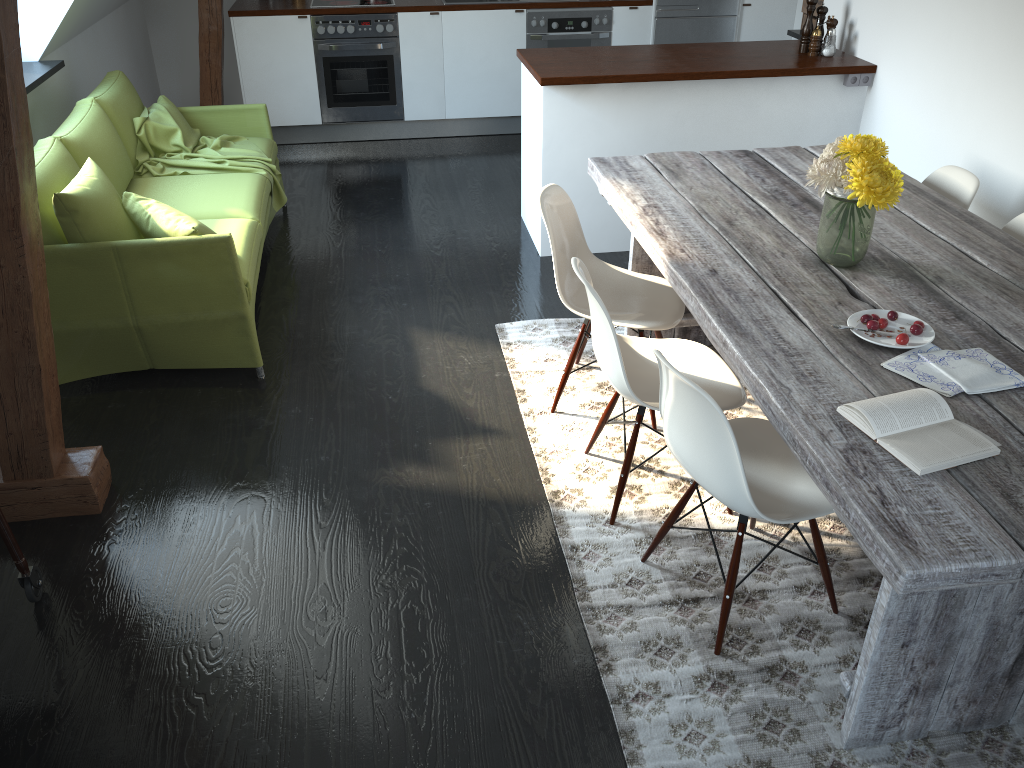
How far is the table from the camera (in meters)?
1.63

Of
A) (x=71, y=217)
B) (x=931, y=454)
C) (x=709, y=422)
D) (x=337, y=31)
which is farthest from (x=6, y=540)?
(x=337, y=31)

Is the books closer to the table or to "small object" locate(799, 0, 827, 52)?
the table

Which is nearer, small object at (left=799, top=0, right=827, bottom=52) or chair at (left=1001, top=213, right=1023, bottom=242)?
chair at (left=1001, top=213, right=1023, bottom=242)

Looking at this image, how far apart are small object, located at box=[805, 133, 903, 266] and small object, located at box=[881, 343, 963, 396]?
0.5 meters

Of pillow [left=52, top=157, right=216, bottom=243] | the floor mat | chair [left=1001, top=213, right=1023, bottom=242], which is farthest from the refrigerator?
pillow [left=52, top=157, right=216, bottom=243]

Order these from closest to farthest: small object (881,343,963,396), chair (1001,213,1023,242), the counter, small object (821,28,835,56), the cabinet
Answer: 1. small object (881,343,963,396)
2. chair (1001,213,1023,242)
3. the counter
4. the cabinet
5. small object (821,28,835,56)

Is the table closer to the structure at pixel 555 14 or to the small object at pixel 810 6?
the small object at pixel 810 6

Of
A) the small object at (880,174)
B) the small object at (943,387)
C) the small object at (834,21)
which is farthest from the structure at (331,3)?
the small object at (943,387)

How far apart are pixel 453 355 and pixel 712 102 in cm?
188
